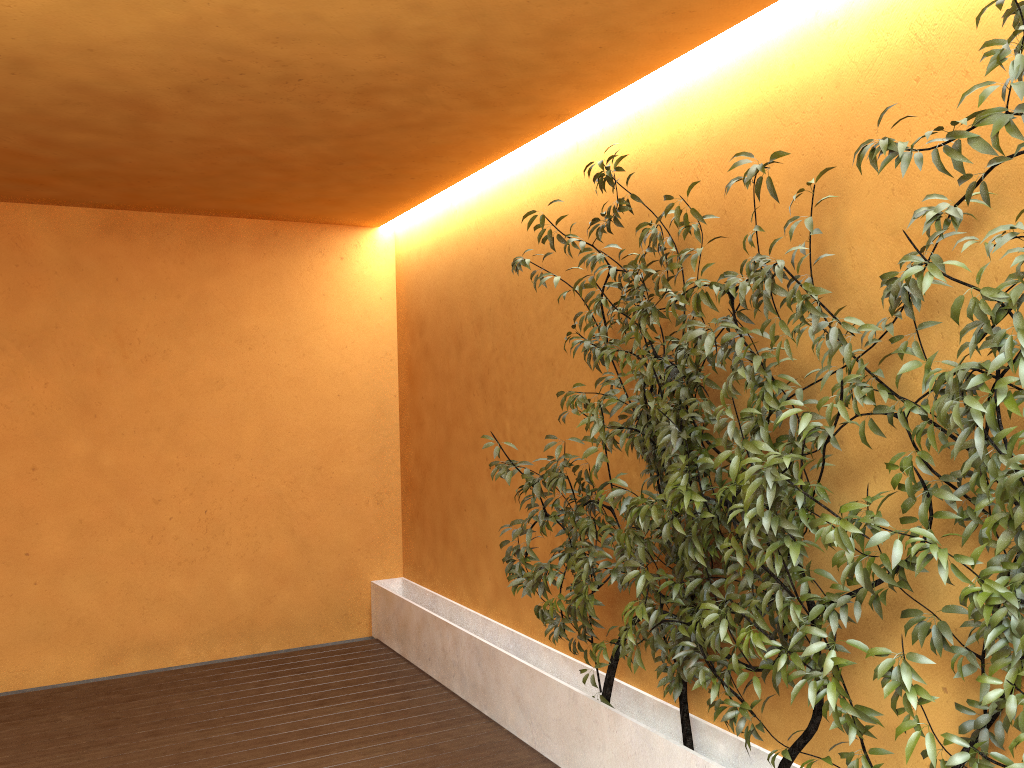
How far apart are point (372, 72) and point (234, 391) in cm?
318

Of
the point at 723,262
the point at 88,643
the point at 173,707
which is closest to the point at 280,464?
the point at 88,643

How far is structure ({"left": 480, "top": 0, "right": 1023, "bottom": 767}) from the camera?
2.2m

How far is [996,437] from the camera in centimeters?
216cm

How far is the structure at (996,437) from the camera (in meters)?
2.16
